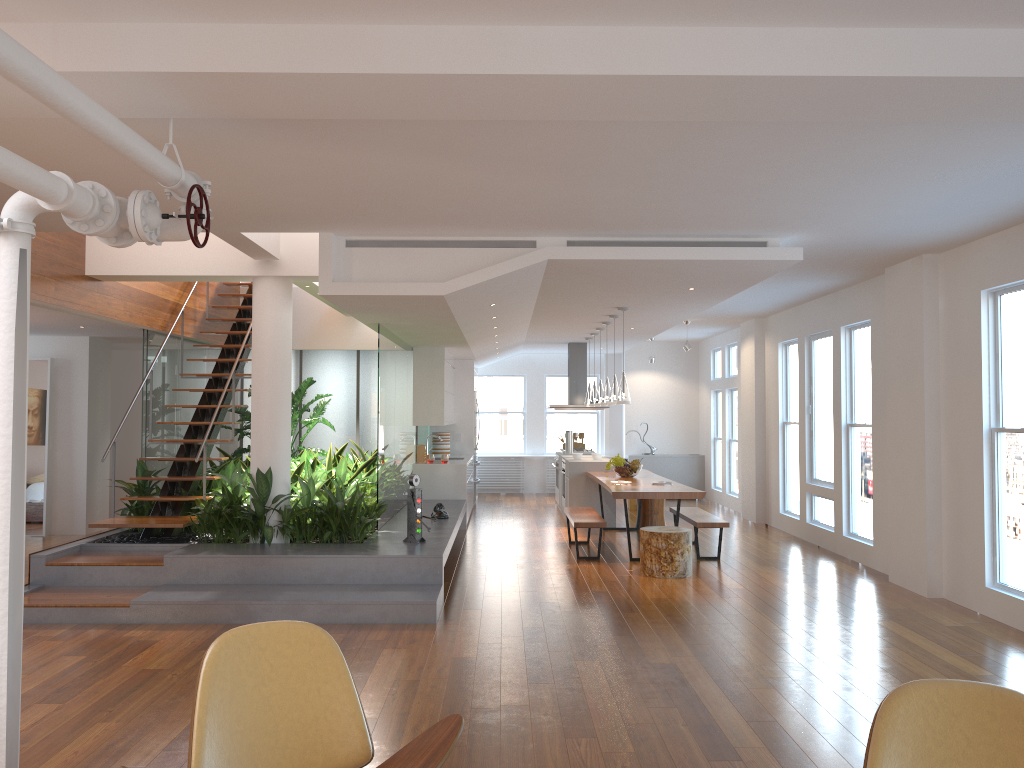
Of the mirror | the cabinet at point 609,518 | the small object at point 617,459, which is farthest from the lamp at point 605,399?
the mirror

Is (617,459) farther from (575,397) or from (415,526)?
(415,526)

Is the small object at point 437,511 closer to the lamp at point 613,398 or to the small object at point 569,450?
the lamp at point 613,398

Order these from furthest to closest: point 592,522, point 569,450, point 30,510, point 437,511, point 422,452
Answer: point 569,450 < point 422,452 < point 30,510 < point 437,511 < point 592,522

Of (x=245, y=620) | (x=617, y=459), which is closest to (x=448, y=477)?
(x=617, y=459)

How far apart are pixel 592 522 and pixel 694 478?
7.0 meters

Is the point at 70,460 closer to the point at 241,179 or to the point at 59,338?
the point at 59,338

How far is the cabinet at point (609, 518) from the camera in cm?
1123

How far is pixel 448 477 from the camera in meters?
11.0 m

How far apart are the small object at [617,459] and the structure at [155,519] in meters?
4.3
